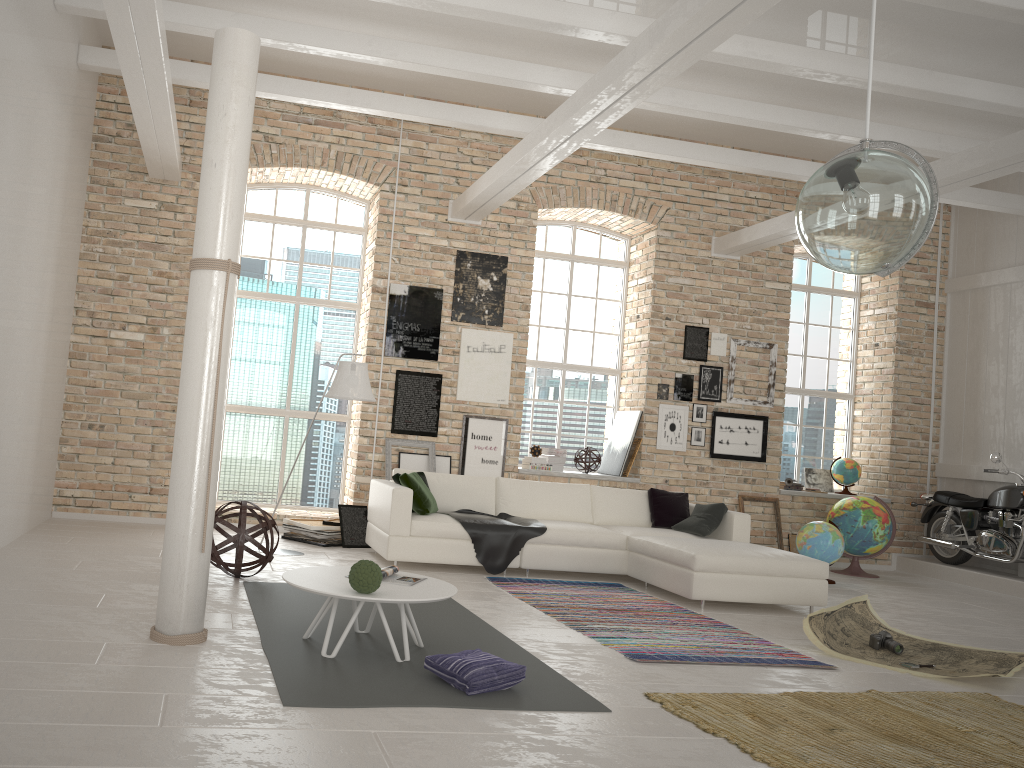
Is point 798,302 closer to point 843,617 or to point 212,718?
point 843,617

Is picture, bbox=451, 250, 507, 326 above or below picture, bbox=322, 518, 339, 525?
above

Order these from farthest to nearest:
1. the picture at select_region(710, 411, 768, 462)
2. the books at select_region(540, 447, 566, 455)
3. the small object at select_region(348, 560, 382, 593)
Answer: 1. the picture at select_region(710, 411, 768, 462)
2. the books at select_region(540, 447, 566, 455)
3. the small object at select_region(348, 560, 382, 593)

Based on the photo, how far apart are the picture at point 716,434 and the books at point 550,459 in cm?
174

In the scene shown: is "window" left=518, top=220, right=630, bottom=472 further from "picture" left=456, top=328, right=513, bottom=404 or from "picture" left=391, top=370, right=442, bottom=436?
"picture" left=391, top=370, right=442, bottom=436

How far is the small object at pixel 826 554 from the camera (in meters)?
8.62

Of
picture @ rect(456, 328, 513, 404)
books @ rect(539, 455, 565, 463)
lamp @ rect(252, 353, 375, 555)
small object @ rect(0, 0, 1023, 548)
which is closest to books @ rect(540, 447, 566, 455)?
books @ rect(539, 455, 565, 463)

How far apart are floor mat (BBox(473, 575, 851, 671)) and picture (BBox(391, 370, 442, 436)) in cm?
253

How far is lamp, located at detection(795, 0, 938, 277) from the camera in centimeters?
341cm

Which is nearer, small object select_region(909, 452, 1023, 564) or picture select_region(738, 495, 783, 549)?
small object select_region(909, 452, 1023, 564)
